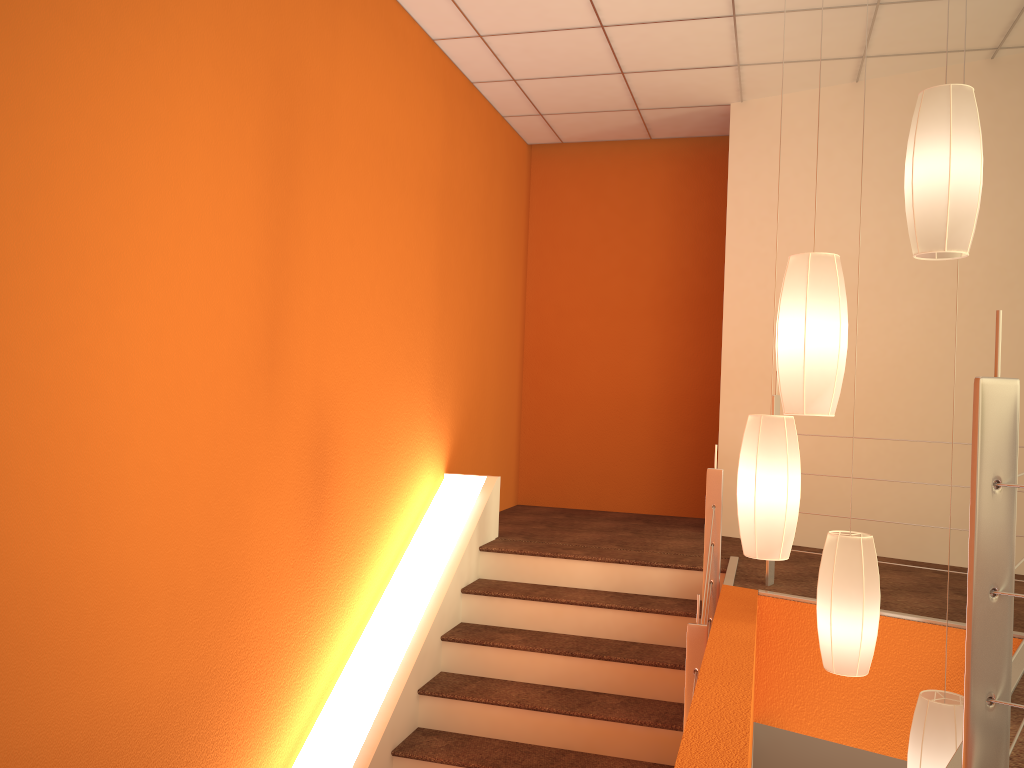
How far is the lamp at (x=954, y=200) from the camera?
2.3 meters

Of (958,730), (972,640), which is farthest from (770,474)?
(972,640)

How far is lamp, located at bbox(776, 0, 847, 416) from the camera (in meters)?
2.43

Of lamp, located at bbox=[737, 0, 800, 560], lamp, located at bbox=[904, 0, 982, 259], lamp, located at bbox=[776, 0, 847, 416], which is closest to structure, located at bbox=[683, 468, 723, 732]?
lamp, located at bbox=[737, 0, 800, 560]

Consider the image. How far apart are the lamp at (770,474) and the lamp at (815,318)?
0.28m

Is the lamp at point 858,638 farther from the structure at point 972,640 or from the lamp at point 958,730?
the structure at point 972,640

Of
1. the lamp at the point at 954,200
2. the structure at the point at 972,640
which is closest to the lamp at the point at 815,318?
the lamp at the point at 954,200

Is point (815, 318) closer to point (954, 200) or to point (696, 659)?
point (954, 200)

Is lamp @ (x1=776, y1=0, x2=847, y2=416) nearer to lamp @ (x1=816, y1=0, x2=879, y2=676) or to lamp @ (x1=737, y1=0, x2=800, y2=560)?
lamp @ (x1=737, y1=0, x2=800, y2=560)

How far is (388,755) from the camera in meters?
3.4
